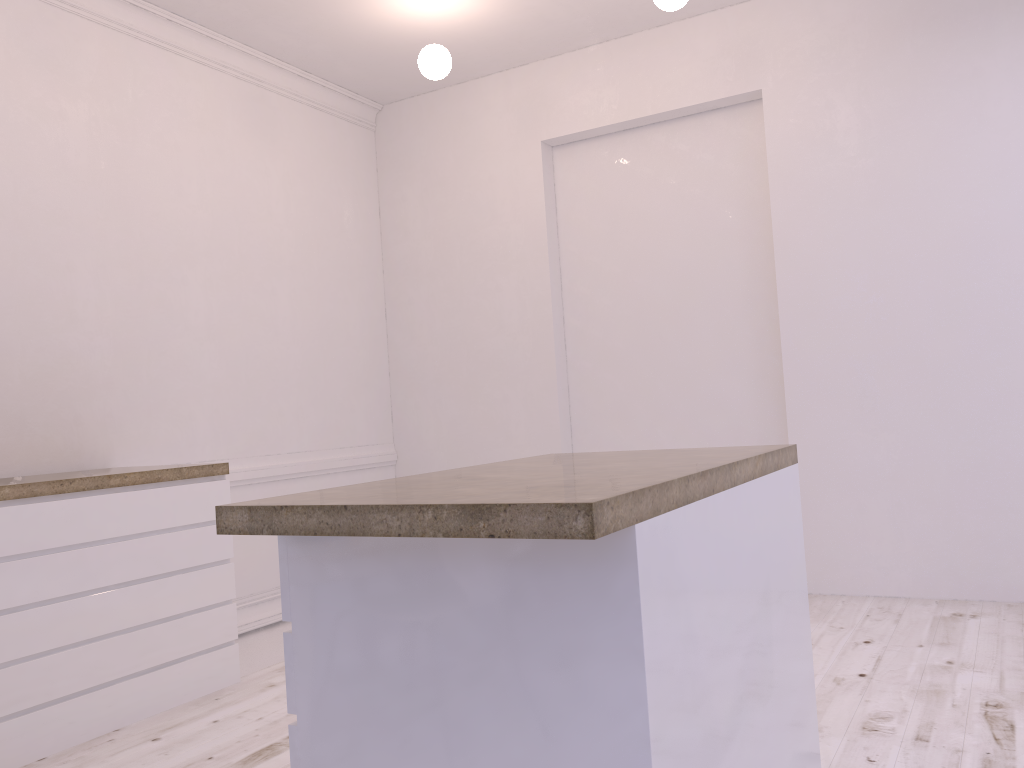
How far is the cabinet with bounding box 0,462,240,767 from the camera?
2.69m

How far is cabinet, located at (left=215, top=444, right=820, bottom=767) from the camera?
1.2 meters

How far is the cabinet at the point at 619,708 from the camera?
1.20m

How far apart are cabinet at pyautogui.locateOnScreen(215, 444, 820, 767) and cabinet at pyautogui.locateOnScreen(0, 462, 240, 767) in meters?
1.6

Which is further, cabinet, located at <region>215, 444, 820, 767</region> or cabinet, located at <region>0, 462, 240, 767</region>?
cabinet, located at <region>0, 462, 240, 767</region>

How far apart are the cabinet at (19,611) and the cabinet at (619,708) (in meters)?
1.62
